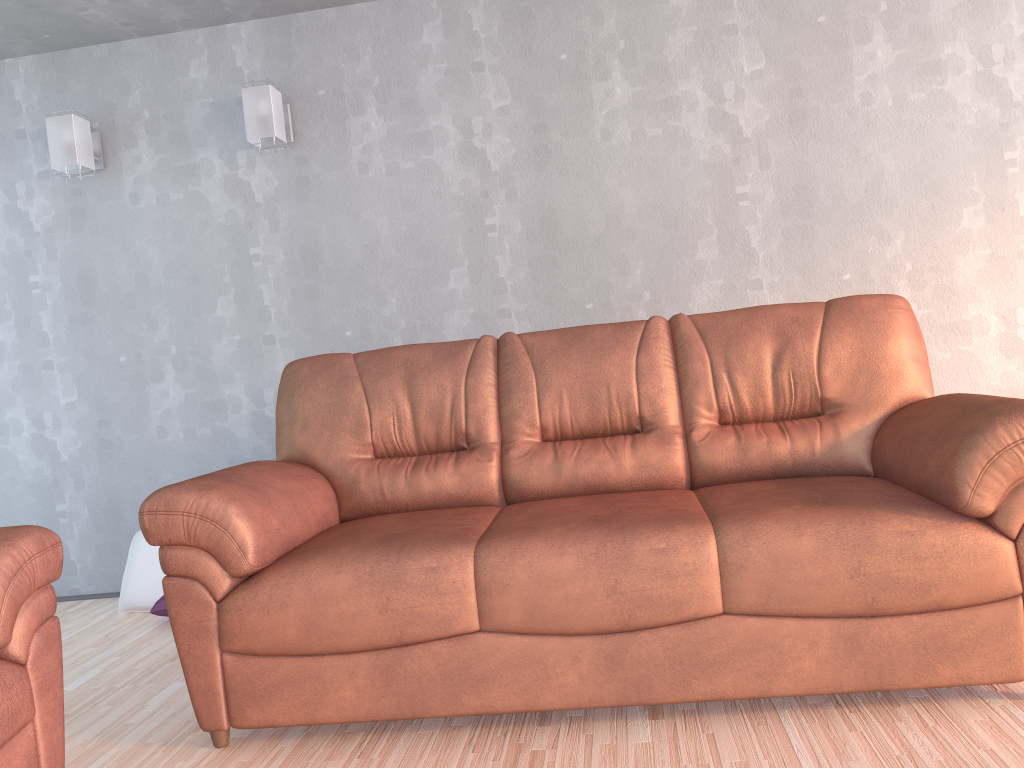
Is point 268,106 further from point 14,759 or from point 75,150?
point 14,759

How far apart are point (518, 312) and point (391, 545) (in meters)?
1.79

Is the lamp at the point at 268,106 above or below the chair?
above

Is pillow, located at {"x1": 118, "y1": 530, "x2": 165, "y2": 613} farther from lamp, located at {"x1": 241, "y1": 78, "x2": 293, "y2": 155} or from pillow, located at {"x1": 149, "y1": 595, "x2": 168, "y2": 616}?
lamp, located at {"x1": 241, "y1": 78, "x2": 293, "y2": 155}

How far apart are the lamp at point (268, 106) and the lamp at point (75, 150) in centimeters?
75cm

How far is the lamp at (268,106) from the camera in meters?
3.7

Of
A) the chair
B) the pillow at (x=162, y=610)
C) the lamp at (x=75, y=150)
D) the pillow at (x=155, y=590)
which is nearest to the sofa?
the chair

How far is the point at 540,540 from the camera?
2.1m

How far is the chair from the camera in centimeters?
177cm

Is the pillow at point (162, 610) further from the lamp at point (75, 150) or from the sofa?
the lamp at point (75, 150)
